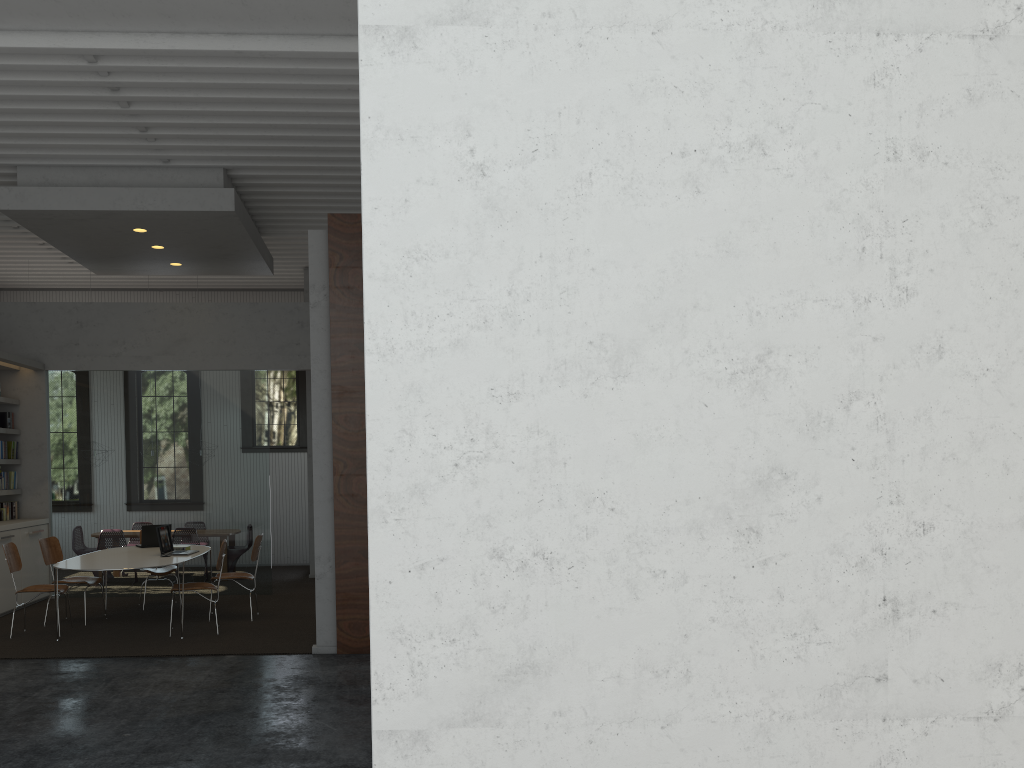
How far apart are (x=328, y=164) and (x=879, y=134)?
6.5 meters
